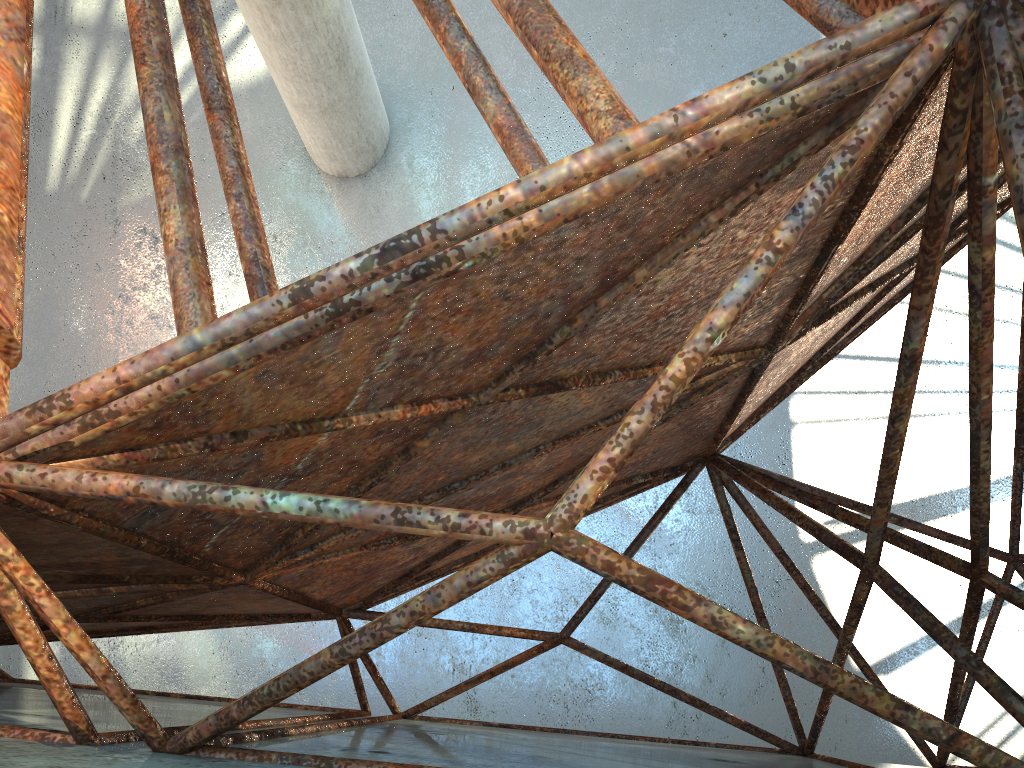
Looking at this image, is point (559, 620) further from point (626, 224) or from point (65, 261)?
point (626, 224)
